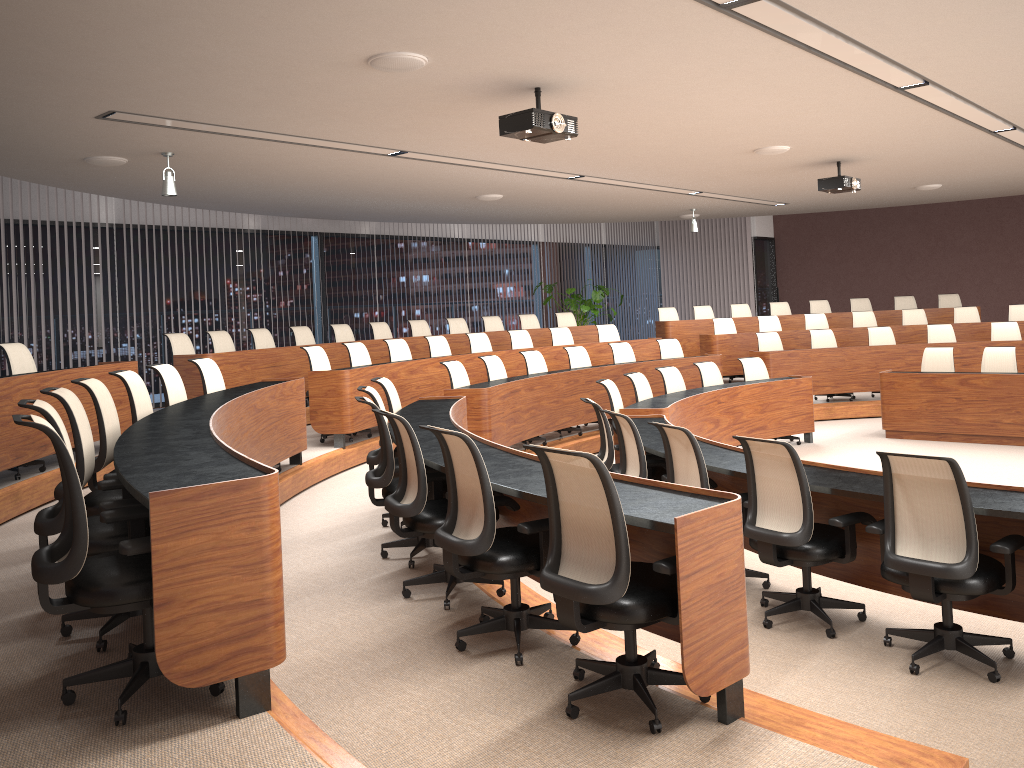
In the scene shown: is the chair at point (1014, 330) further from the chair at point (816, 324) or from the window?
the window

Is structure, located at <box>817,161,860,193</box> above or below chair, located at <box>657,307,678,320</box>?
above

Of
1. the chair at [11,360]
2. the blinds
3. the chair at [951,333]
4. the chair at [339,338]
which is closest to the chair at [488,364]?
the chair at [339,338]

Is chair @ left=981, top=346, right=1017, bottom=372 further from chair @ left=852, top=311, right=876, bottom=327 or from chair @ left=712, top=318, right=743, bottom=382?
chair @ left=712, top=318, right=743, bottom=382

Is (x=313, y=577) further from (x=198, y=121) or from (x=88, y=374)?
(x=198, y=121)

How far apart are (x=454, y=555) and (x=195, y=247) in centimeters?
925cm

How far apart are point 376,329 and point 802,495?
8.52m

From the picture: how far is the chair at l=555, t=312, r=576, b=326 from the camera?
14.1 meters

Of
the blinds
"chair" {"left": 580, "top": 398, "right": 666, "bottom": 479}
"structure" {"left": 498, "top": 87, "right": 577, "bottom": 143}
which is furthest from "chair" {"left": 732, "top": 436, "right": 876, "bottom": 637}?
the blinds

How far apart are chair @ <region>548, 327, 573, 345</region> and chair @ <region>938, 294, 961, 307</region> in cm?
670
